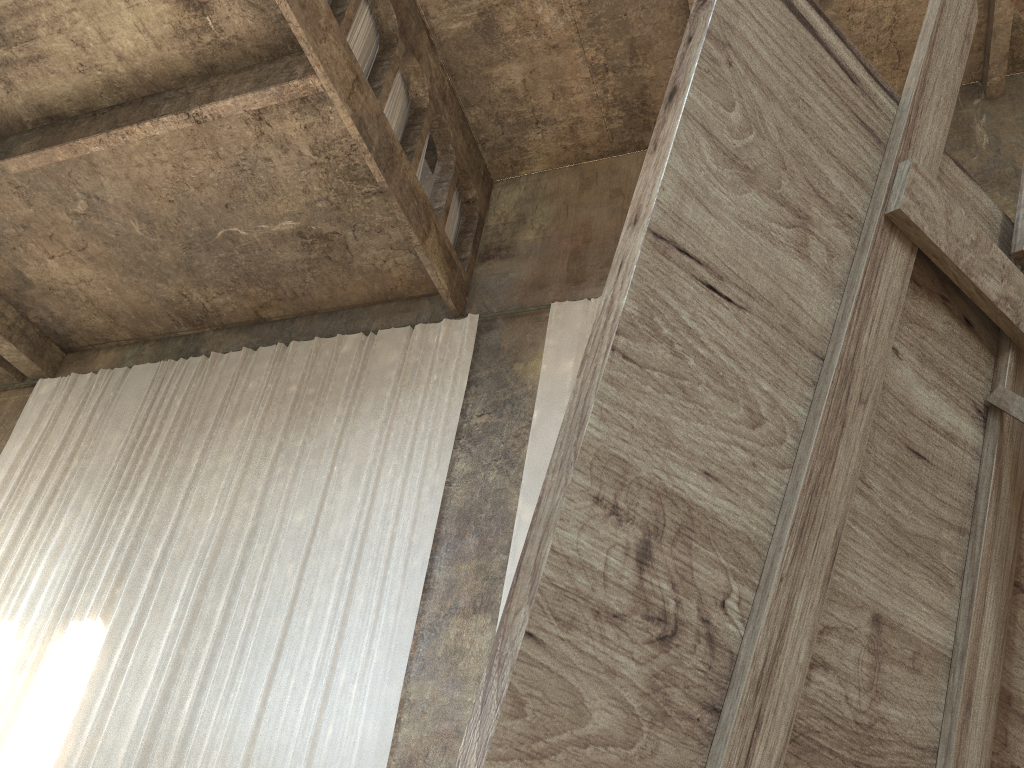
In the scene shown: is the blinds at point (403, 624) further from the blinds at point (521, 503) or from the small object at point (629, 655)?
the small object at point (629, 655)

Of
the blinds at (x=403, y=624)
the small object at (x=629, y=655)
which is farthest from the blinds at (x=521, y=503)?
the small object at (x=629, y=655)

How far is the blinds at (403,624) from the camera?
8.98m

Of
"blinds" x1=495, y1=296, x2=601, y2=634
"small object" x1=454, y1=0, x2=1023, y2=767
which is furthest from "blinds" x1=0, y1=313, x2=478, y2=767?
"small object" x1=454, y1=0, x2=1023, y2=767

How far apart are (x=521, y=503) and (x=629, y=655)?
9.1m

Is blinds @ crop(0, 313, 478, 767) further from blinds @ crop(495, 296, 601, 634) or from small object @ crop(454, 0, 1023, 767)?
small object @ crop(454, 0, 1023, 767)

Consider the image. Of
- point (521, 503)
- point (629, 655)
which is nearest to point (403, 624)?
point (521, 503)

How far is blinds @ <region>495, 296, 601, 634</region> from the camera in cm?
942

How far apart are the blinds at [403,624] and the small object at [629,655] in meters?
8.3

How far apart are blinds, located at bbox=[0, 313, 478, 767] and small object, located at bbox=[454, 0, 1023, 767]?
8.3 meters
